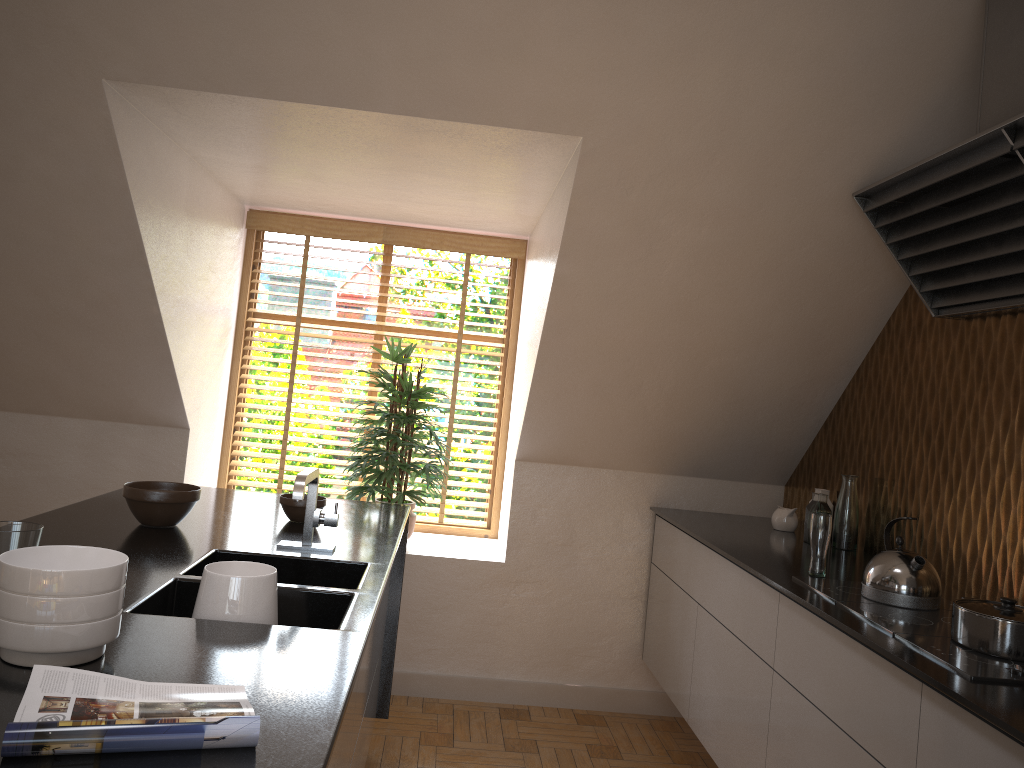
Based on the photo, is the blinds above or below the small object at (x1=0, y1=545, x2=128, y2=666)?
above

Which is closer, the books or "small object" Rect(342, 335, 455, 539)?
→ the books

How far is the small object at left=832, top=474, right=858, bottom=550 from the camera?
3.3m

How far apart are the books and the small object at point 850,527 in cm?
258

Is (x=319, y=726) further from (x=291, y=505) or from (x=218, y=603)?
(x=291, y=505)

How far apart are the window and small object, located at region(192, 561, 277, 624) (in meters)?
2.79

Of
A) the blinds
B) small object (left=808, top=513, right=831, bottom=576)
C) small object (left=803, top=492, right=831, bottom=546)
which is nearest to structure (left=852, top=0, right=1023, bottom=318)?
small object (left=808, top=513, right=831, bottom=576)

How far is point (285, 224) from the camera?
4.5m

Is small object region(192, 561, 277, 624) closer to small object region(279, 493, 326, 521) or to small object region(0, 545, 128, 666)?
small object region(0, 545, 128, 666)

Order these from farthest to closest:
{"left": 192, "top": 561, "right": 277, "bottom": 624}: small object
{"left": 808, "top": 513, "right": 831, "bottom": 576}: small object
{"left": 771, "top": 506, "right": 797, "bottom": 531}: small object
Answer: {"left": 771, "top": 506, "right": 797, "bottom": 531}: small object
{"left": 808, "top": 513, "right": 831, "bottom": 576}: small object
{"left": 192, "top": 561, "right": 277, "bottom": 624}: small object
